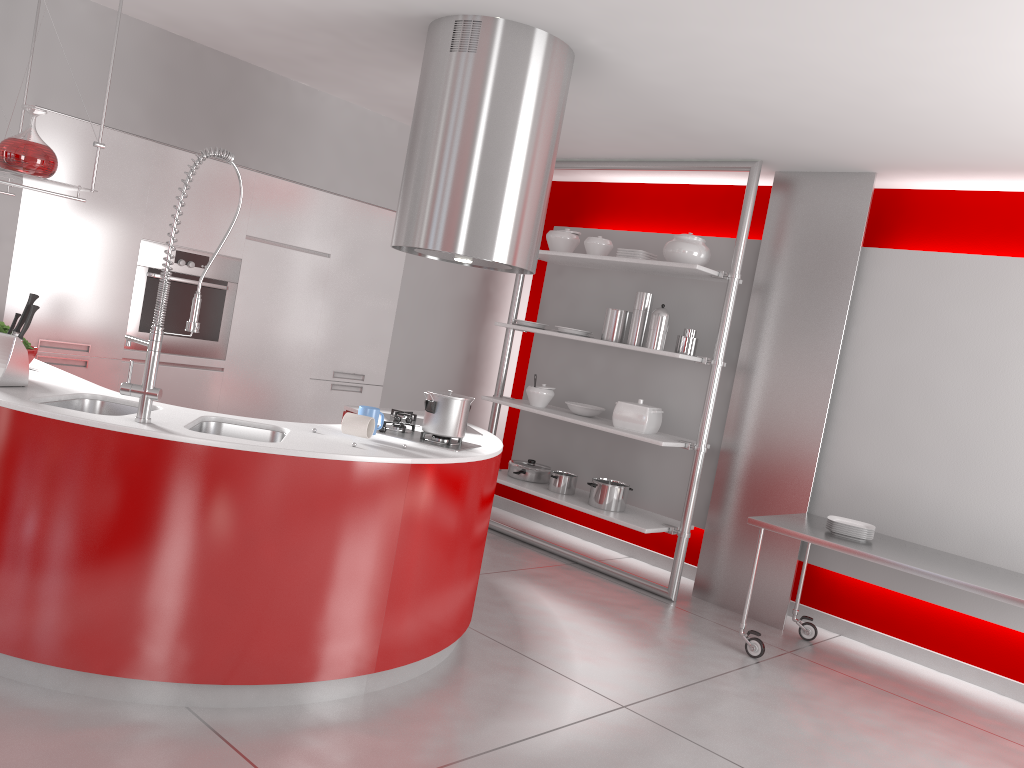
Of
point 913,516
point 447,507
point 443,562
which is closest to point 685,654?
point 913,516

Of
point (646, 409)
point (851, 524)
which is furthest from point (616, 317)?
point (851, 524)

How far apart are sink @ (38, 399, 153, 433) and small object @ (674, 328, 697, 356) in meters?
3.2

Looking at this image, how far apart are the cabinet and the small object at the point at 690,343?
2.0m

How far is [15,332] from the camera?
3.1 meters

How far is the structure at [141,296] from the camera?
4.76m

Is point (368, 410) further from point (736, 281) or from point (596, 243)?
point (596, 243)

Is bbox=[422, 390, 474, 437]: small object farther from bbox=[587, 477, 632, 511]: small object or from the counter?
bbox=[587, 477, 632, 511]: small object

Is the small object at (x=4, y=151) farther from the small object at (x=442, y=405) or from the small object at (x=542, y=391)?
the small object at (x=542, y=391)

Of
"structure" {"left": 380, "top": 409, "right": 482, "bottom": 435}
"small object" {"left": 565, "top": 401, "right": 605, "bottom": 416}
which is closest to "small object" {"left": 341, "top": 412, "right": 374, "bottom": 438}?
"structure" {"left": 380, "top": 409, "right": 482, "bottom": 435}
